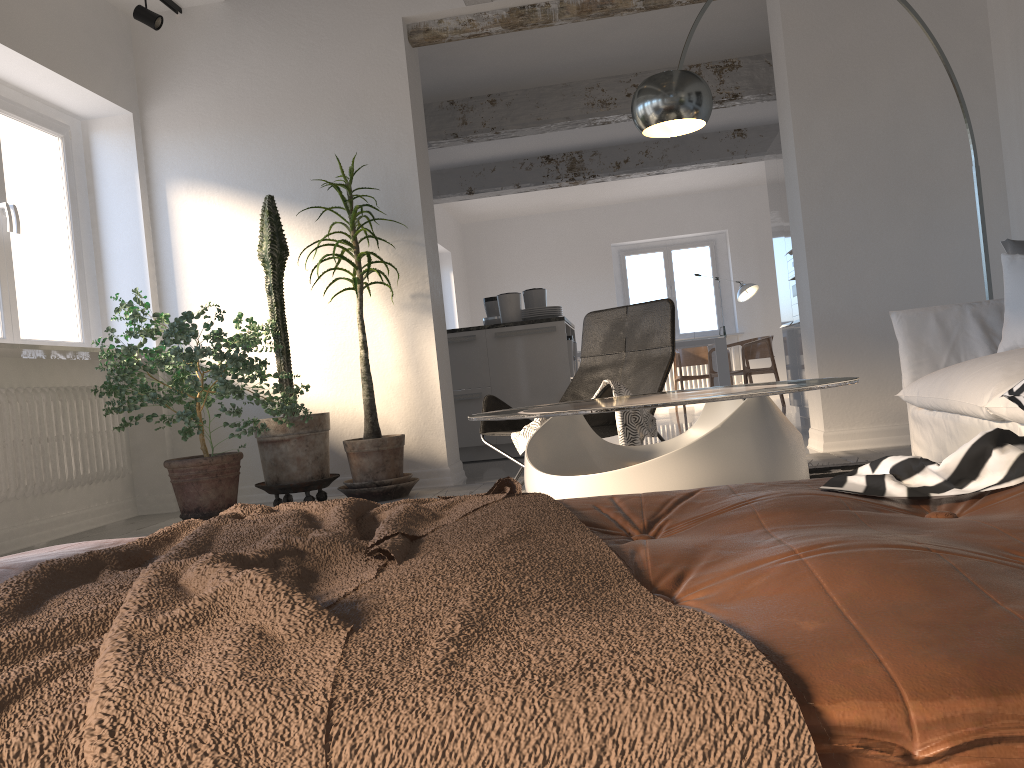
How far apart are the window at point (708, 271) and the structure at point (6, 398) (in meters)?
8.61

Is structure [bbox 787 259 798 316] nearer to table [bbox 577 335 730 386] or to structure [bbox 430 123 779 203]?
structure [bbox 430 123 779 203]

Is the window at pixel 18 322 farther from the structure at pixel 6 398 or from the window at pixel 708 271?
the window at pixel 708 271

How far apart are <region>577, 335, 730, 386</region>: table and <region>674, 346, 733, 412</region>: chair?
0.4 meters

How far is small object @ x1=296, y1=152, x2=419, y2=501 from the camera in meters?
4.6 m

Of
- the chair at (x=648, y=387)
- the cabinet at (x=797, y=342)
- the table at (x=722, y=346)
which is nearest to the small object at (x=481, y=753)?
the chair at (x=648, y=387)

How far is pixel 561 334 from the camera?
6.45m

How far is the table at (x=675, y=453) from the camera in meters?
2.2

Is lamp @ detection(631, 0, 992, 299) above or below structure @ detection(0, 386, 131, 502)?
above

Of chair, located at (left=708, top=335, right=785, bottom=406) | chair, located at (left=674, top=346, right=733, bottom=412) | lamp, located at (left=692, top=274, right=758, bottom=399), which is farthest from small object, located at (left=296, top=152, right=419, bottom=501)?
lamp, located at (left=692, top=274, right=758, bottom=399)
